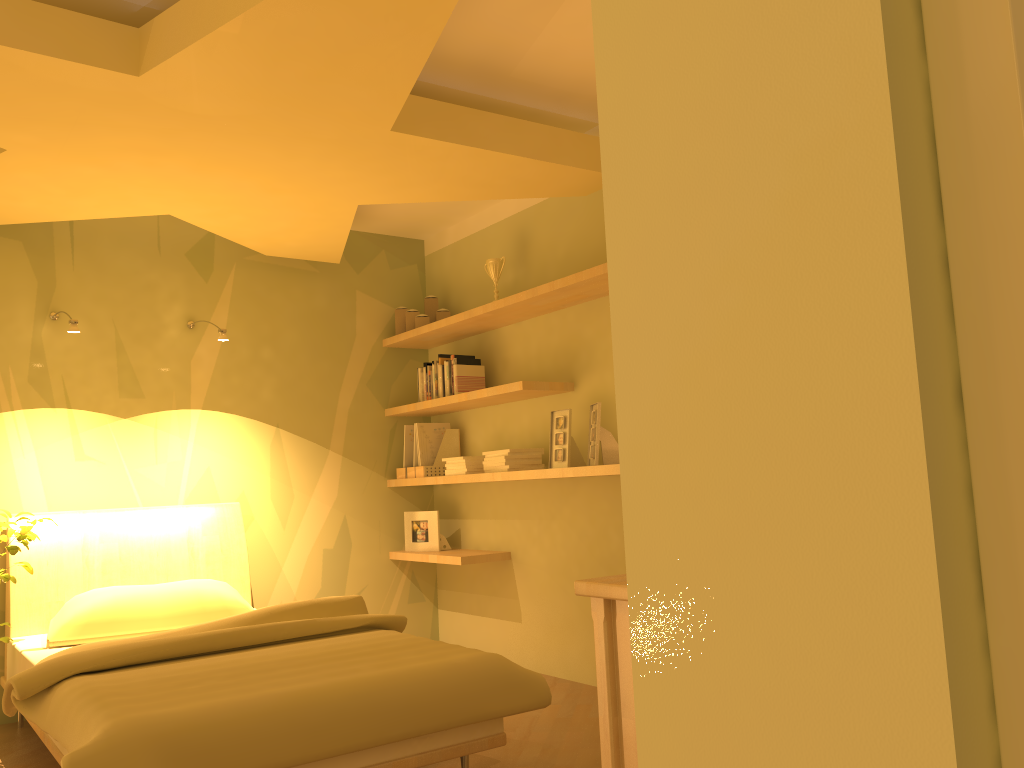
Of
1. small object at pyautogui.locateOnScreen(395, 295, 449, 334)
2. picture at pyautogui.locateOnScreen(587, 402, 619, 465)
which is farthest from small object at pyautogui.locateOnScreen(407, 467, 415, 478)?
picture at pyautogui.locateOnScreen(587, 402, 619, 465)

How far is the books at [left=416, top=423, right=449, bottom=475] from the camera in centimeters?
481cm

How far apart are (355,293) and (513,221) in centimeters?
105cm

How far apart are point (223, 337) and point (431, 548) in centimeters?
161cm

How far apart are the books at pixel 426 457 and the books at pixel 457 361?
0.48m

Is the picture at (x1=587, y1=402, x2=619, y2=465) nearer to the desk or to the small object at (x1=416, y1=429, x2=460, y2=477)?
the small object at (x1=416, y1=429, x2=460, y2=477)

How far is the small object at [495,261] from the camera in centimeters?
443cm

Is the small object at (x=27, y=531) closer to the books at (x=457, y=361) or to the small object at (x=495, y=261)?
the books at (x=457, y=361)

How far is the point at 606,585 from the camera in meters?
1.7 m

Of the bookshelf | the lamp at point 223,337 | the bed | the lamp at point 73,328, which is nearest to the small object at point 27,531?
the bed
